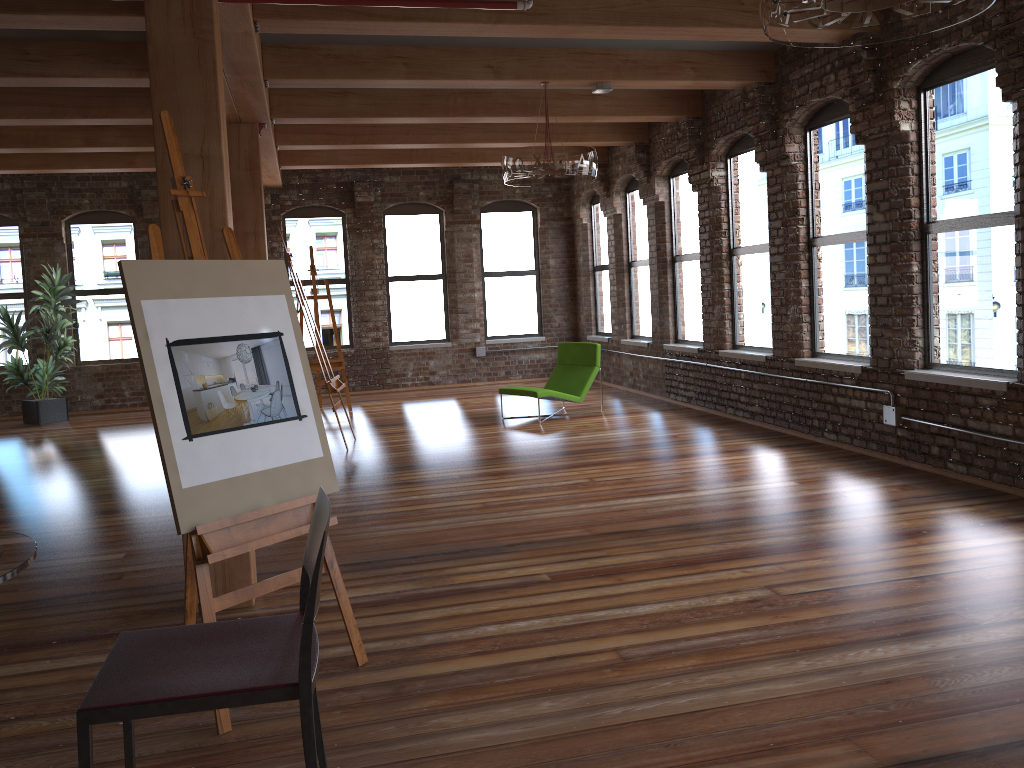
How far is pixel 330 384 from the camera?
8.3m

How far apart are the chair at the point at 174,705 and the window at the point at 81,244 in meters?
11.8

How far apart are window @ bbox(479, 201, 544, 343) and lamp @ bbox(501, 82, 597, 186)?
6.0 meters

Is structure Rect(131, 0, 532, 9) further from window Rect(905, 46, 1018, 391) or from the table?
the table

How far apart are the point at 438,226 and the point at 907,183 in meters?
8.3 m

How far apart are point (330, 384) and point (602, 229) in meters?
6.1 m

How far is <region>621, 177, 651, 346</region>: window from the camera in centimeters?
1153cm

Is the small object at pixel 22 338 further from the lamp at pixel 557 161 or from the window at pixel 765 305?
the window at pixel 765 305

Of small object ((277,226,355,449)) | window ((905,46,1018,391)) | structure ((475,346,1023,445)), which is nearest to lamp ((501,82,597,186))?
small object ((277,226,355,449))

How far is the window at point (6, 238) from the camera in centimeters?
1223cm
